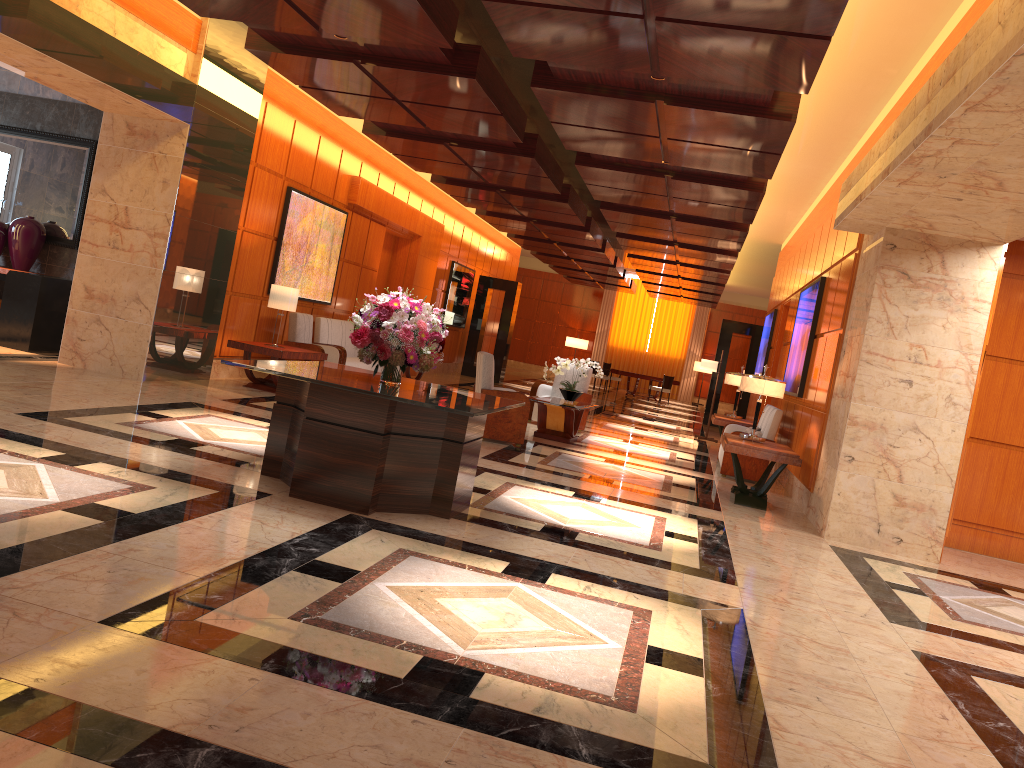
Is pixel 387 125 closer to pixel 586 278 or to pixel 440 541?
pixel 440 541

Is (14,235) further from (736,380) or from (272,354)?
(736,380)

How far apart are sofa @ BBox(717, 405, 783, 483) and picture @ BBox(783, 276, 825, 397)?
0.3m

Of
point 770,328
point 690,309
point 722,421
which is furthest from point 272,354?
point 690,309

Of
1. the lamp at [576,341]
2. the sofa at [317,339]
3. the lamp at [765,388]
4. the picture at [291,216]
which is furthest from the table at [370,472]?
the lamp at [576,341]

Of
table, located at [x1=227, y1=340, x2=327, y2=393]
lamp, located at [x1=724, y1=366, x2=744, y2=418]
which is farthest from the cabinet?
lamp, located at [x1=724, y1=366, x2=744, y2=418]

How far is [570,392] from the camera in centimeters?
1144cm

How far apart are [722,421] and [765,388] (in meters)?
3.74

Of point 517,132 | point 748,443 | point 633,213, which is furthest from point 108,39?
point 633,213

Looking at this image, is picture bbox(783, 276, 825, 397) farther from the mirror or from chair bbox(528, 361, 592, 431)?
the mirror
